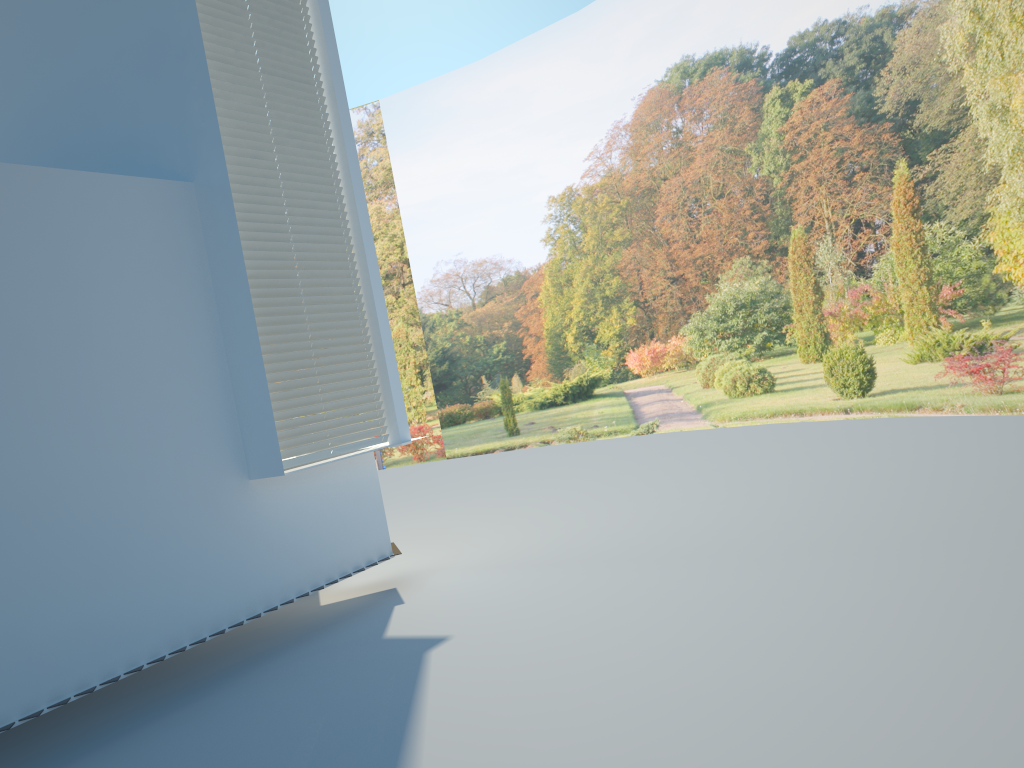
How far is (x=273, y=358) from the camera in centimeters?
556cm

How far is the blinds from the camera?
5.56m

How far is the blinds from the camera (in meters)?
5.56
